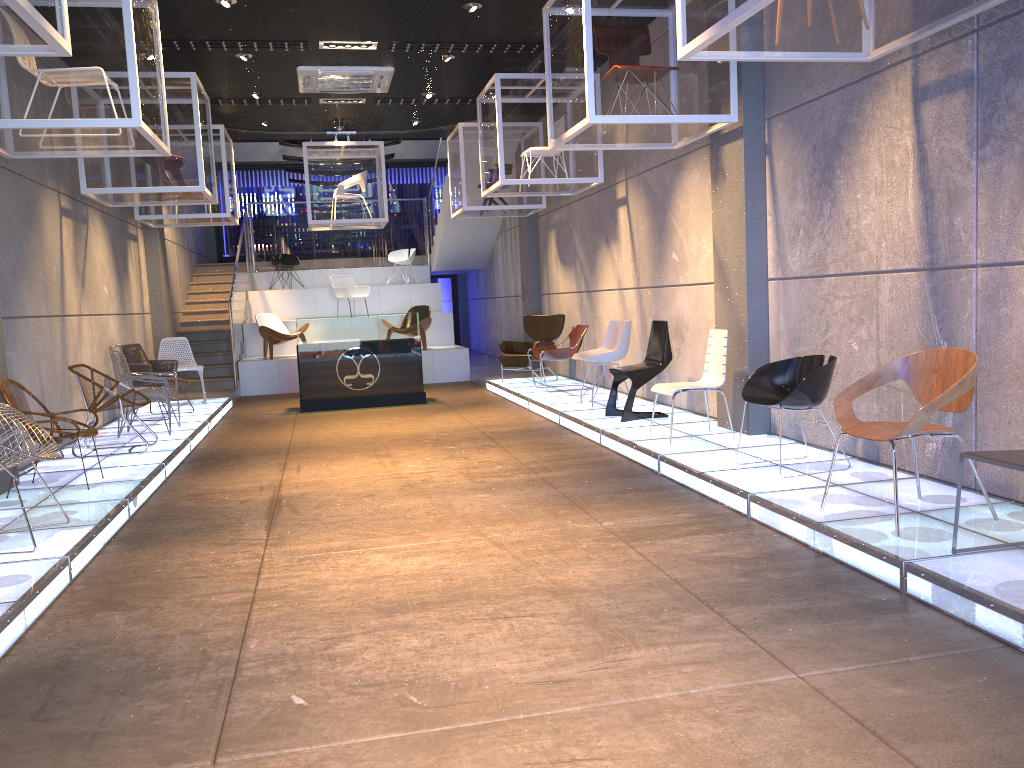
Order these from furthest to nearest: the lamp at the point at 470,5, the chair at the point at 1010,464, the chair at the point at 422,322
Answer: the chair at the point at 422,322 → the lamp at the point at 470,5 → the chair at the point at 1010,464

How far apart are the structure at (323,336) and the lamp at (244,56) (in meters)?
3.30

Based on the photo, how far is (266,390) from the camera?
14.2 meters

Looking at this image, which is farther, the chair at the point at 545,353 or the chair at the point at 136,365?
the chair at the point at 545,353

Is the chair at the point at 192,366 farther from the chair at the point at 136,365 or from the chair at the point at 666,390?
the chair at the point at 666,390

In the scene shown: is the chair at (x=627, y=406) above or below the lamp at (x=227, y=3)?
below

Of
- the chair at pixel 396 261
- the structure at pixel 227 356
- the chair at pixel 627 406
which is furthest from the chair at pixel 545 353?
the chair at pixel 396 261

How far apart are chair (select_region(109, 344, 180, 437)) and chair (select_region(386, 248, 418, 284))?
9.6 meters

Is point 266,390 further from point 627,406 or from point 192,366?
point 627,406

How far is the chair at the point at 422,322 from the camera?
14.82m
